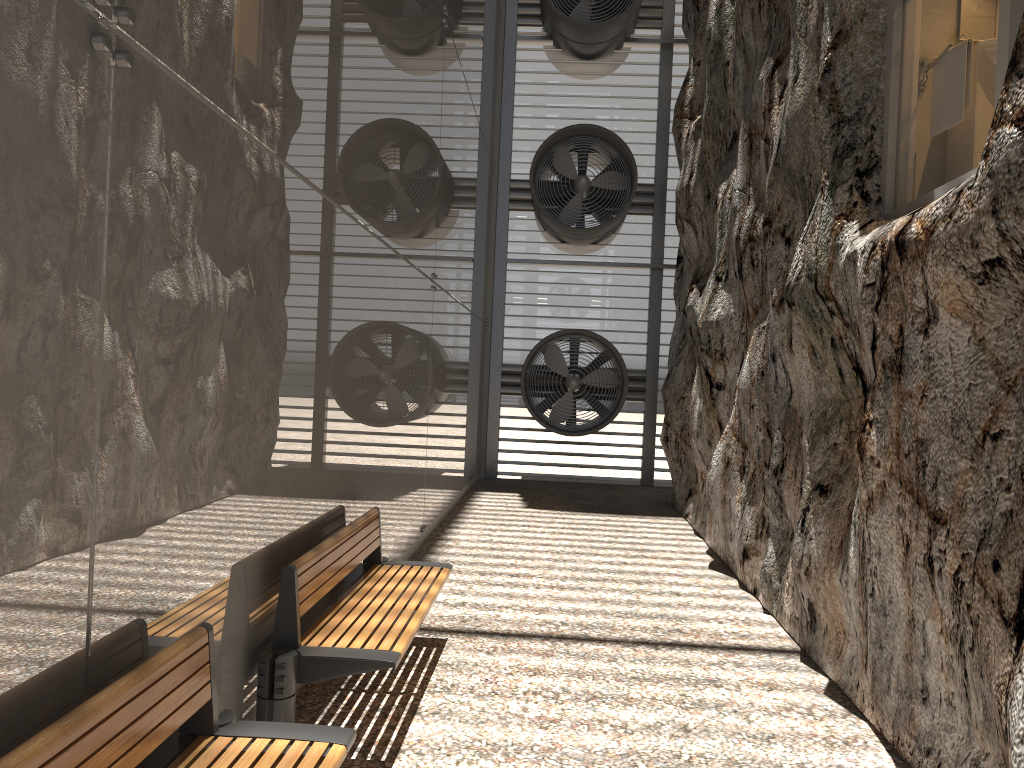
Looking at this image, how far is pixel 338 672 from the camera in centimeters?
379cm

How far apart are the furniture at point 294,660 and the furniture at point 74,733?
0.6m

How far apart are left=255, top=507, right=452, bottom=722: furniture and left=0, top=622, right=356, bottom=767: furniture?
0.6 meters

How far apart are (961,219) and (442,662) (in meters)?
3.50

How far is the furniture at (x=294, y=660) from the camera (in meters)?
3.68

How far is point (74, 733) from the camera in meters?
2.1 m

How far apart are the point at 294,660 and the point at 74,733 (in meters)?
1.64

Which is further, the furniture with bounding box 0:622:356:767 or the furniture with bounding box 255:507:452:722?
the furniture with bounding box 255:507:452:722

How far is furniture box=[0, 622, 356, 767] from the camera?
2.1 meters
